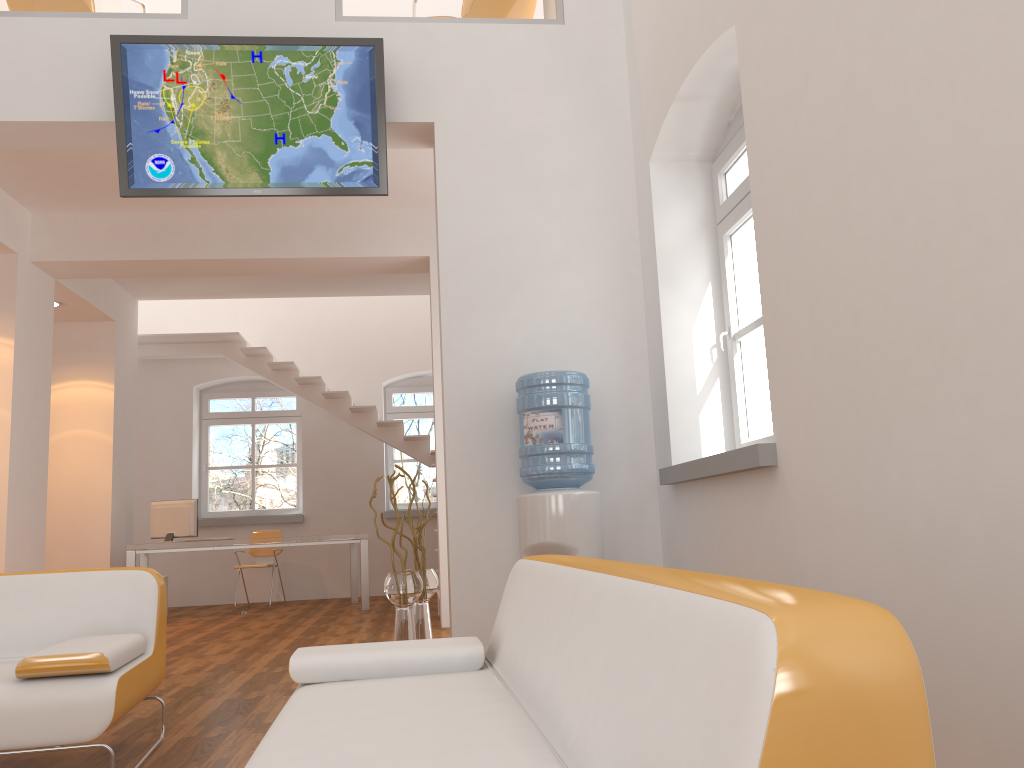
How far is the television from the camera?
4.6 meters

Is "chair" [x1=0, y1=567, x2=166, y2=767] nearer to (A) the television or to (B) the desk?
(A) the television

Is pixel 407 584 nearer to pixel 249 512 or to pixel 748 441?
pixel 748 441

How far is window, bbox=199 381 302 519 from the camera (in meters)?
11.00

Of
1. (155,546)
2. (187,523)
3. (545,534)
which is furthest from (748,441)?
(187,523)

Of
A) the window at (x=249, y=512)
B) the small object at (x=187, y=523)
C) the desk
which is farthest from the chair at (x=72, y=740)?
the window at (x=249, y=512)

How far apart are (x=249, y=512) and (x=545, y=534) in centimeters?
766cm

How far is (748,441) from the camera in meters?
4.3

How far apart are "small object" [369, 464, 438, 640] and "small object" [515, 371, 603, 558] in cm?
61

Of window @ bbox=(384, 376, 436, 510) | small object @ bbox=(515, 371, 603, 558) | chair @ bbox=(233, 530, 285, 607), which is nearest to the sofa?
small object @ bbox=(515, 371, 603, 558)
